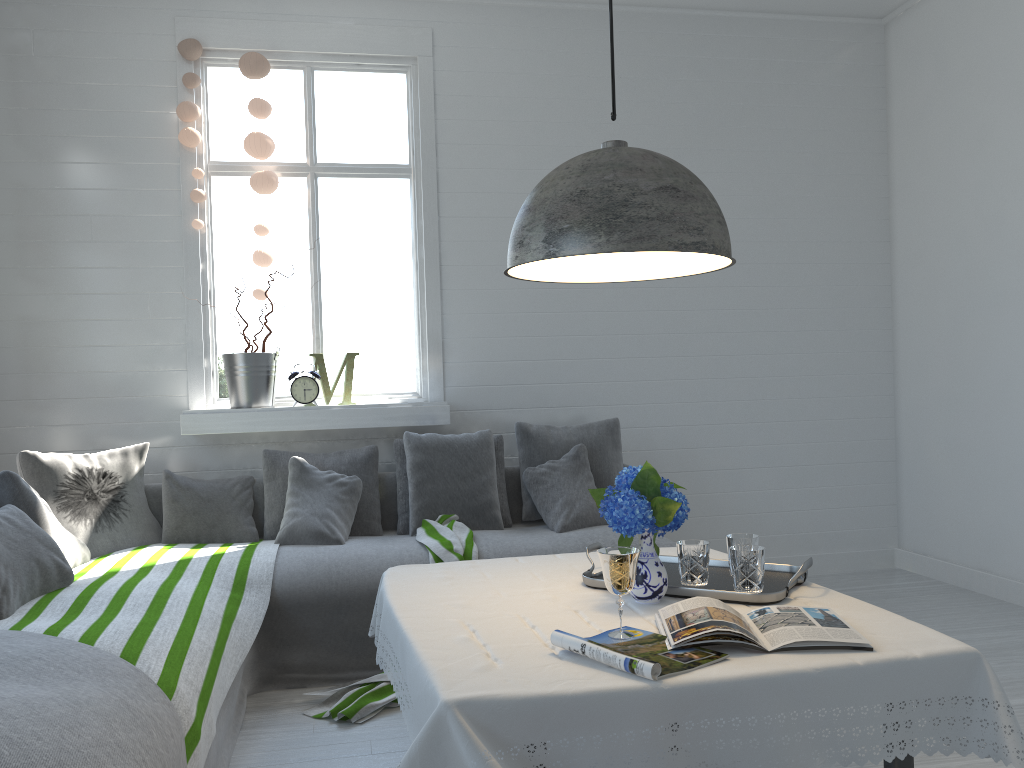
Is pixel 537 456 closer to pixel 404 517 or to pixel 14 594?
pixel 404 517

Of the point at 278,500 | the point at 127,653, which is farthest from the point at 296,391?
the point at 127,653

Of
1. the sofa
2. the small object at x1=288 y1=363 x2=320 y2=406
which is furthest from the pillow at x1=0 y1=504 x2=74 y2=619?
the small object at x1=288 y1=363 x2=320 y2=406

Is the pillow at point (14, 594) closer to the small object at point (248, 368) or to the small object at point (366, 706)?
the small object at point (366, 706)

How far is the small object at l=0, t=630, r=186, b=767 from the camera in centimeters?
197cm

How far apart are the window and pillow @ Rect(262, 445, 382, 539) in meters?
0.2 m

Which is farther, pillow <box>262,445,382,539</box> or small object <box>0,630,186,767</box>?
pillow <box>262,445,382,539</box>

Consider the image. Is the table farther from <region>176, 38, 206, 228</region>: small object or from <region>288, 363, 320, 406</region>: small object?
<region>176, 38, 206, 228</region>: small object

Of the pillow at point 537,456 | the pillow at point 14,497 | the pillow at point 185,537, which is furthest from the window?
the pillow at point 14,497

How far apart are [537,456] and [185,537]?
1.9m
